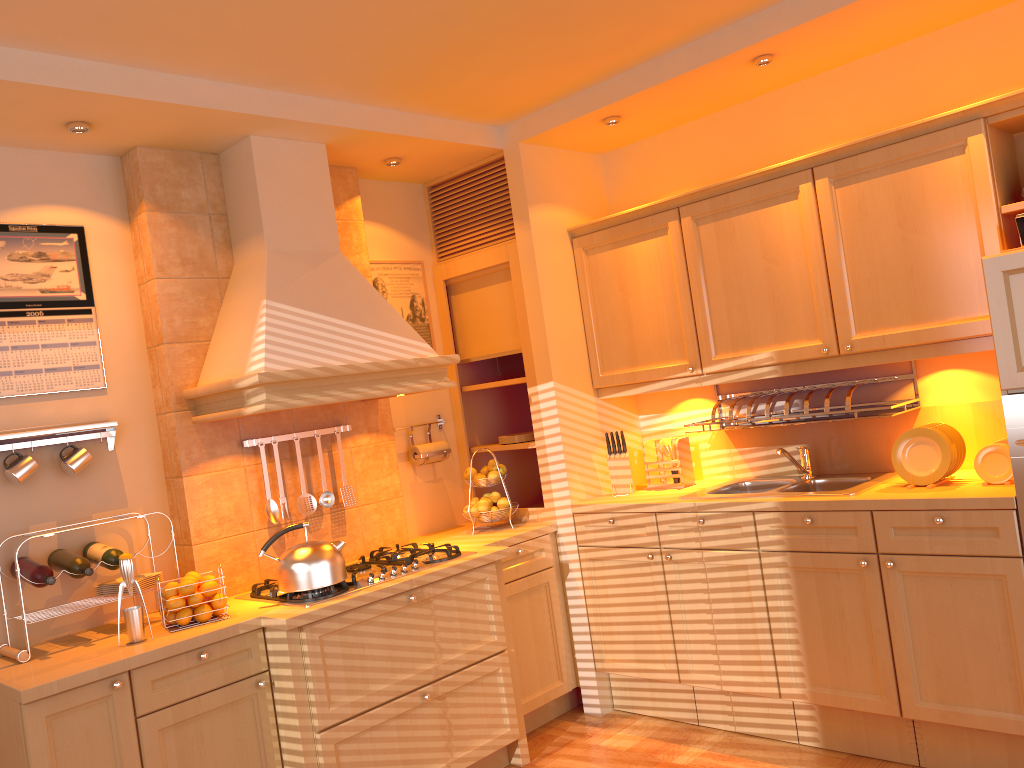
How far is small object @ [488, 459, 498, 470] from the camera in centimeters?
407cm

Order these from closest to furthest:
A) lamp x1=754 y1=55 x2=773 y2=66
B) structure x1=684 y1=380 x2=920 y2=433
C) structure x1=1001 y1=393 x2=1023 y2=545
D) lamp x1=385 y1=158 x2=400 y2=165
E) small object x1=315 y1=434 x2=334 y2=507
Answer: structure x1=1001 y1=393 x2=1023 y2=545, lamp x1=754 y1=55 x2=773 y2=66, structure x1=684 y1=380 x2=920 y2=433, small object x1=315 y1=434 x2=334 y2=507, lamp x1=385 y1=158 x2=400 y2=165

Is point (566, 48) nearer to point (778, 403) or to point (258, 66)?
point (258, 66)

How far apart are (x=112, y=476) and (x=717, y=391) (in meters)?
2.57

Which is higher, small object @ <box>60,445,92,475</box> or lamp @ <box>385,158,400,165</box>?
lamp @ <box>385,158,400,165</box>

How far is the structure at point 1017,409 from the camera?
2.7 meters

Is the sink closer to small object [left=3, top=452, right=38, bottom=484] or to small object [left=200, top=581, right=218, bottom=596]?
small object [left=200, top=581, right=218, bottom=596]

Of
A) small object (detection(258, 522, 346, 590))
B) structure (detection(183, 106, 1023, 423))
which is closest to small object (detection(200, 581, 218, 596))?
small object (detection(258, 522, 346, 590))

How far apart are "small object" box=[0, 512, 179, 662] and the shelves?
2.1m

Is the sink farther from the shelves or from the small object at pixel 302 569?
the small object at pixel 302 569
